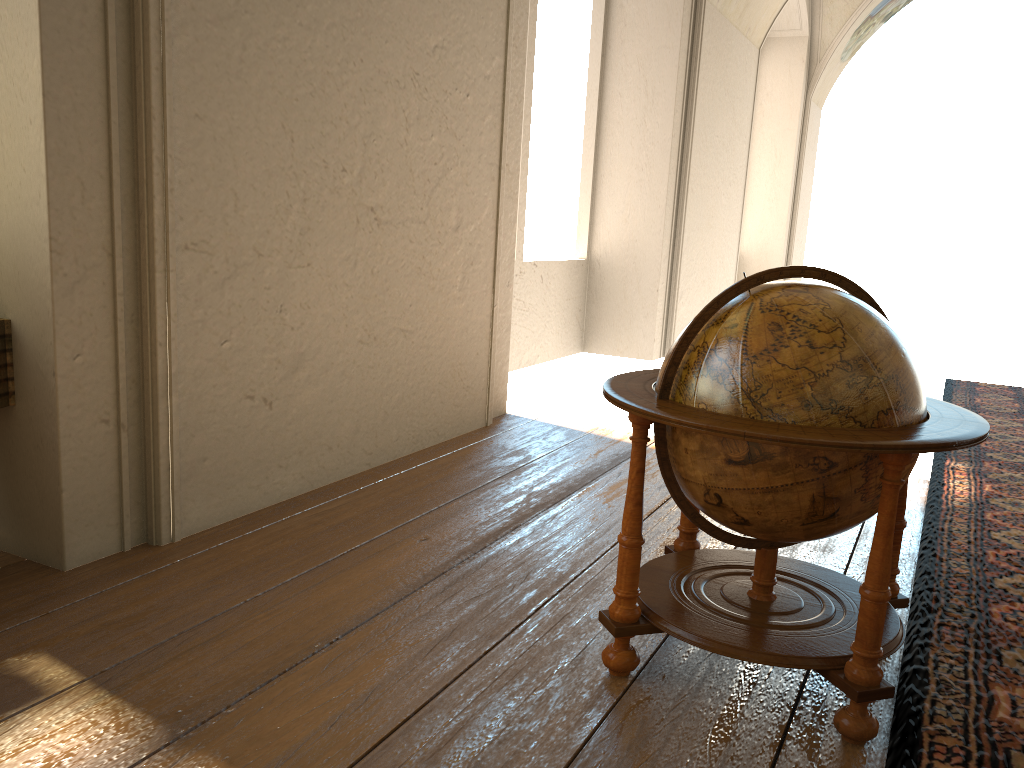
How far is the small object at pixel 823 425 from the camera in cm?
267

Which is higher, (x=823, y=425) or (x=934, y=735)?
(x=823, y=425)

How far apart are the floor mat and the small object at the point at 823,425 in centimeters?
7cm

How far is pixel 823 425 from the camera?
2.67m

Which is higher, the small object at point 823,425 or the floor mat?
the small object at point 823,425

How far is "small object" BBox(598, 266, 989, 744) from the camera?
2.67m

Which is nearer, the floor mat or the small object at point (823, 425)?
the small object at point (823, 425)

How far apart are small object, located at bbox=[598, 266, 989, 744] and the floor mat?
0.1m

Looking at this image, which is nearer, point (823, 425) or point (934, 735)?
point (823, 425)

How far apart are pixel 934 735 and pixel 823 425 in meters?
1.1
